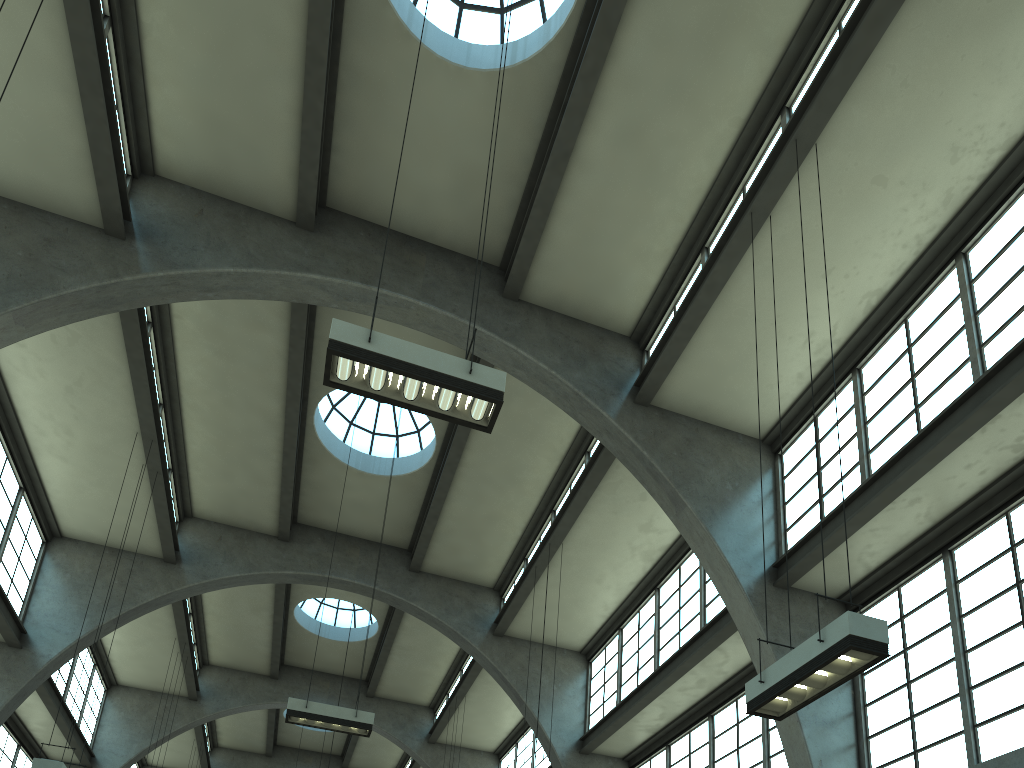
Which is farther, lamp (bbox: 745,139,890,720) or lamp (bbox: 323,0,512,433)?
lamp (bbox: 323,0,512,433)

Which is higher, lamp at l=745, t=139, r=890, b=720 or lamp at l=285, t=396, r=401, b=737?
lamp at l=285, t=396, r=401, b=737

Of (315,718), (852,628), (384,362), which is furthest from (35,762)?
(852,628)

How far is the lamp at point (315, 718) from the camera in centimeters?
1300cm

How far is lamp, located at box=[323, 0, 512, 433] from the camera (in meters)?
7.39

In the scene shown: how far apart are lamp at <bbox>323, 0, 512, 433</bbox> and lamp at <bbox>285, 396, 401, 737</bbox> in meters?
7.4

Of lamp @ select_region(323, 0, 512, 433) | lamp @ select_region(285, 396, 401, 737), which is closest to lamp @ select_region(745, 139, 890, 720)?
lamp @ select_region(323, 0, 512, 433)

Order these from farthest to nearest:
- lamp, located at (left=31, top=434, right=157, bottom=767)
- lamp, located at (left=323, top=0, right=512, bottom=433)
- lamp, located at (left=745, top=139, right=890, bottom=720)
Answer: lamp, located at (left=31, top=434, right=157, bottom=767), lamp, located at (left=323, top=0, right=512, bottom=433), lamp, located at (left=745, top=139, right=890, bottom=720)

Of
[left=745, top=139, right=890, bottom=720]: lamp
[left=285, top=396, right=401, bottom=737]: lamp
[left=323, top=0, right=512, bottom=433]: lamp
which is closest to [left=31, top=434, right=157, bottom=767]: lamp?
[left=285, top=396, right=401, bottom=737]: lamp

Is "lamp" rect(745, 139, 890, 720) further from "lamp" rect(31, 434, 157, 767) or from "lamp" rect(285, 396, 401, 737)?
"lamp" rect(31, 434, 157, 767)
